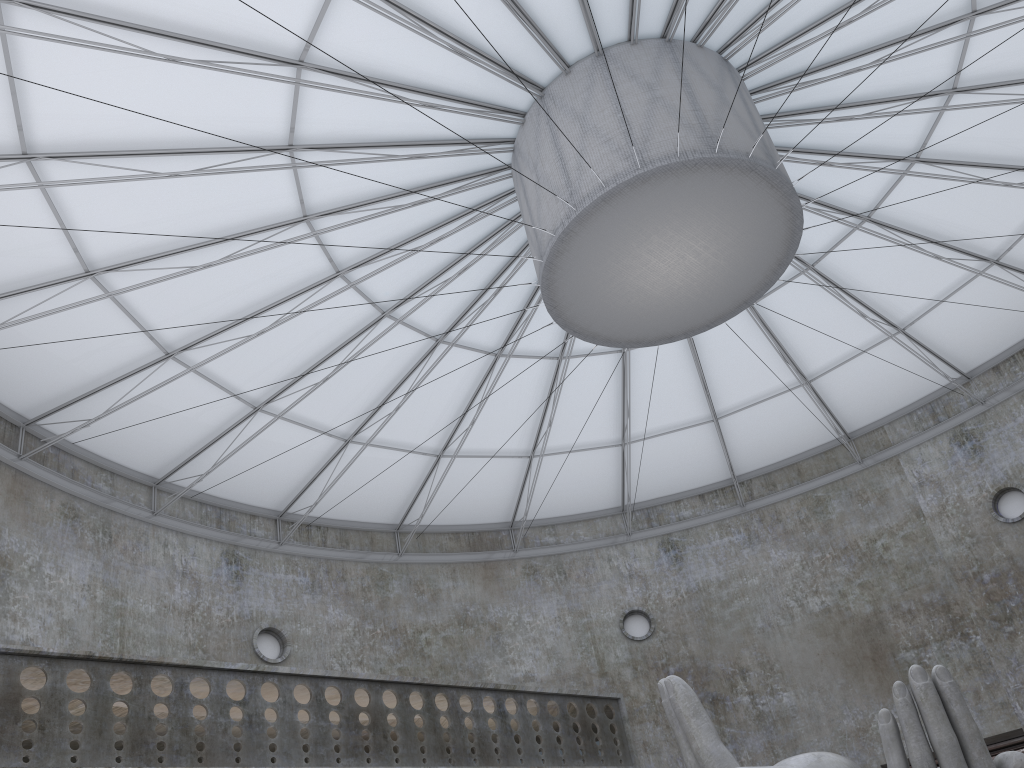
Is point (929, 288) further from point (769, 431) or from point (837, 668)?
point (837, 668)

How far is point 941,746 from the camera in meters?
14.0

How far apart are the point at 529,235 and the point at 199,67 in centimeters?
864cm

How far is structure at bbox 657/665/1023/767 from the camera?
14.0 meters

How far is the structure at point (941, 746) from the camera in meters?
14.0 m

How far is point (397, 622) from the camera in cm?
3745
